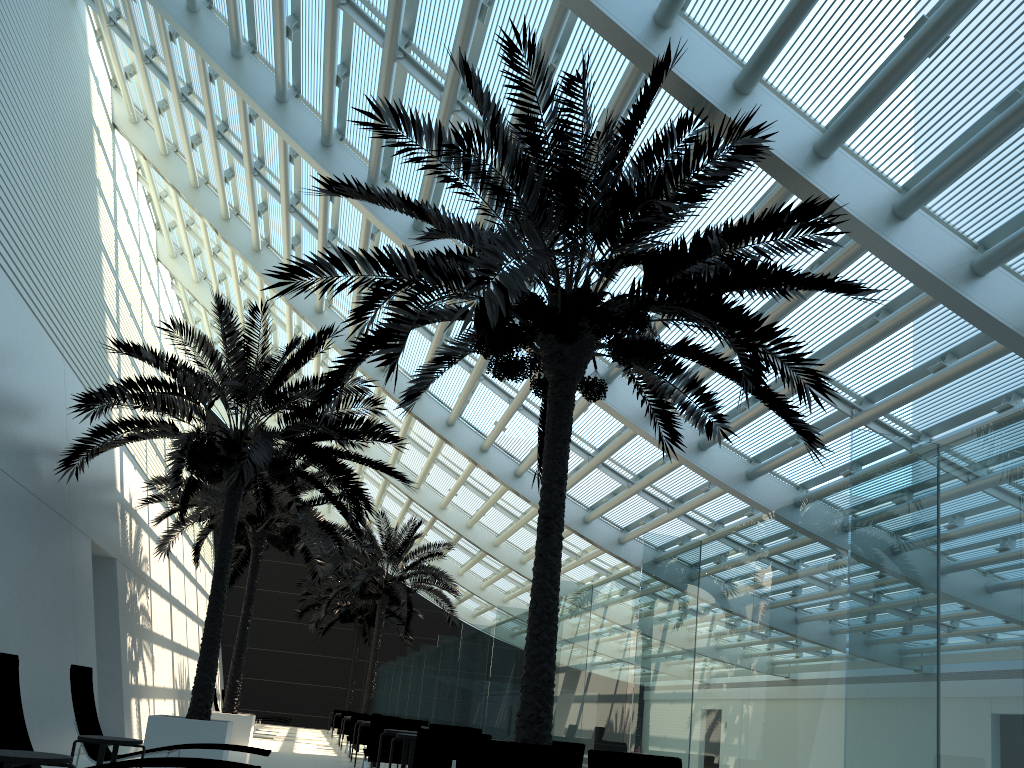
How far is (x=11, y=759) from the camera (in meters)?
5.05

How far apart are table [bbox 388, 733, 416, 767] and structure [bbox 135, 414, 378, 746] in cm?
784

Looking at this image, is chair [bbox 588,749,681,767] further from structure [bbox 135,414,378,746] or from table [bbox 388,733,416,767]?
structure [bbox 135,414,378,746]

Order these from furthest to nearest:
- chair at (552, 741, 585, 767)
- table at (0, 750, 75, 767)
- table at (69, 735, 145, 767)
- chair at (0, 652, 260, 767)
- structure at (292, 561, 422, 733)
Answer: structure at (292, 561, 422, 733), chair at (552, 741, 585, 767), table at (69, 735, 145, 767), chair at (0, 652, 260, 767), table at (0, 750, 75, 767)

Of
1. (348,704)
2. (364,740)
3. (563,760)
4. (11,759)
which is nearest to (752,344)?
(563,760)

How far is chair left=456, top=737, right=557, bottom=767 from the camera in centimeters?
558cm

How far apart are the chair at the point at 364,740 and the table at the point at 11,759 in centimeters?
1284cm

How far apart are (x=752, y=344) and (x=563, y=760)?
4.14m

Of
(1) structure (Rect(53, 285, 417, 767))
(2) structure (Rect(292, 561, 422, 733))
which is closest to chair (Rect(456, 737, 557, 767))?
(1) structure (Rect(53, 285, 417, 767))

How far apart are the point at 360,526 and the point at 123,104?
12.6m
